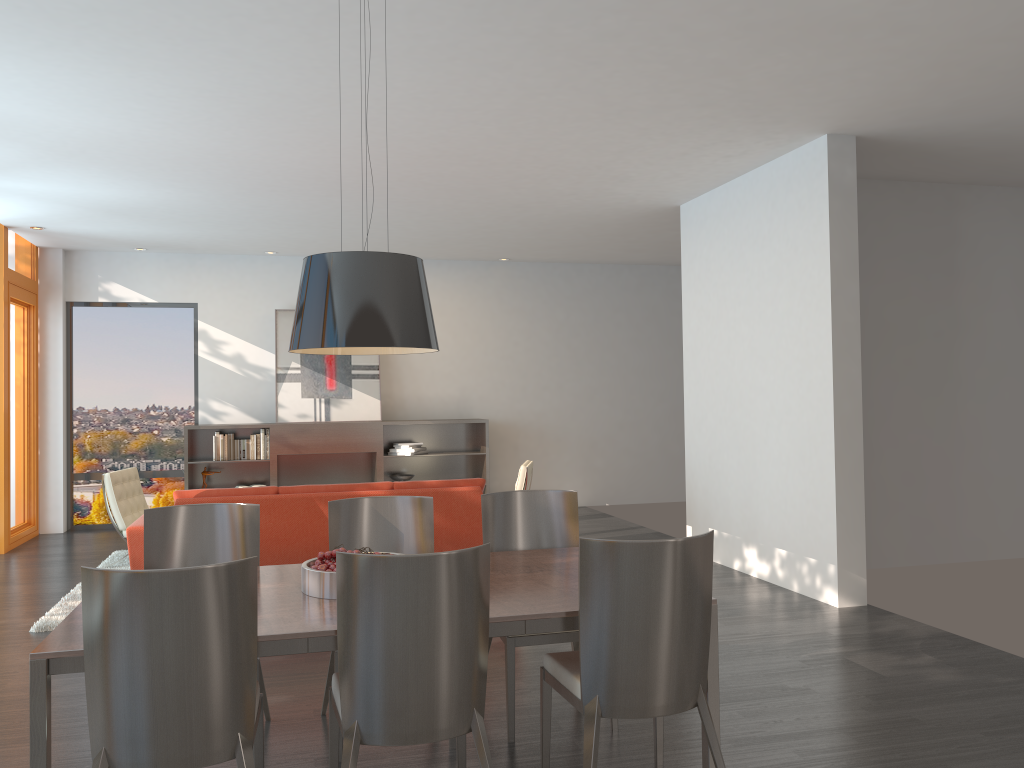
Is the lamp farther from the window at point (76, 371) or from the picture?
the window at point (76, 371)

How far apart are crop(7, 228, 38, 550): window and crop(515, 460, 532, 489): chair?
5.08m

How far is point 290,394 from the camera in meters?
10.3 m

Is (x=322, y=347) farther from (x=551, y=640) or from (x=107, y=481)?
(x=107, y=481)

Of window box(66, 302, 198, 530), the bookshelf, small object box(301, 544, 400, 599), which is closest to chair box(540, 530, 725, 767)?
small object box(301, 544, 400, 599)

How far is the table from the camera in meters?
2.5

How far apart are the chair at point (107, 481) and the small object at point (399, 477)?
3.0m

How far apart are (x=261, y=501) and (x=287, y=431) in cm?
420

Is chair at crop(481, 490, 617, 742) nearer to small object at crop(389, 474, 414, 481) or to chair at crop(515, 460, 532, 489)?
chair at crop(515, 460, 532, 489)

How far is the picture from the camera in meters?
10.3 m
